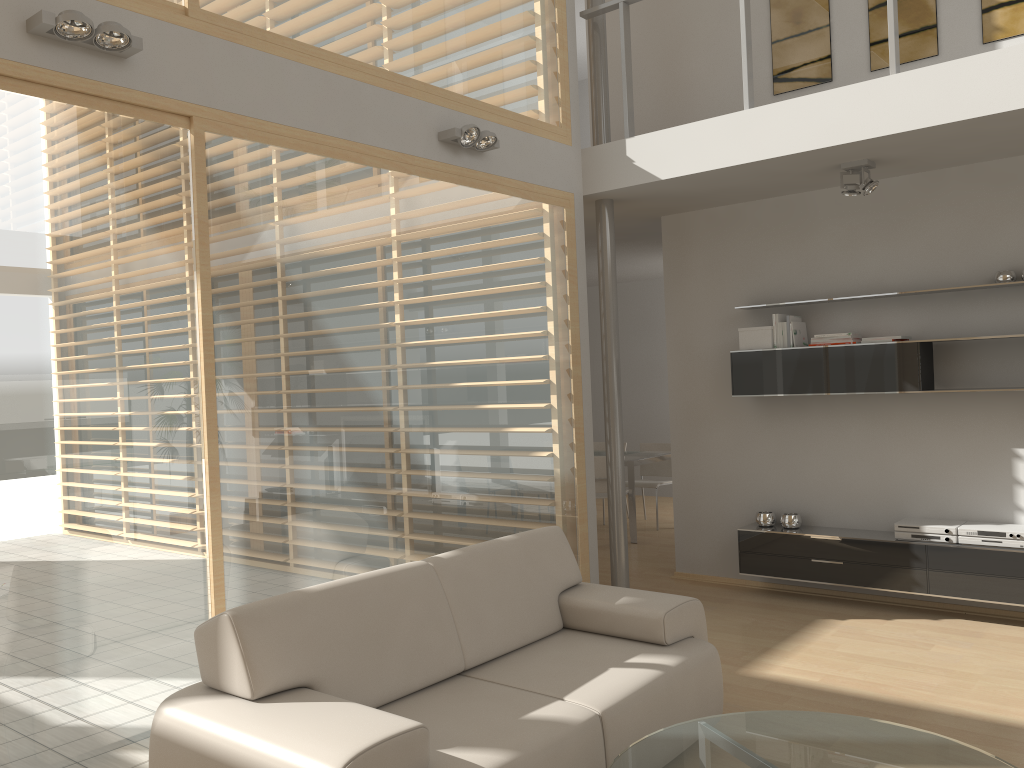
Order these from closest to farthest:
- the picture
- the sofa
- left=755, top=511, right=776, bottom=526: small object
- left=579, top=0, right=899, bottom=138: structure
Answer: the sofa → left=579, top=0, right=899, bottom=138: structure → the picture → left=755, top=511, right=776, bottom=526: small object

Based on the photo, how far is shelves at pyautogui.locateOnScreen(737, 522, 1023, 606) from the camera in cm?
501

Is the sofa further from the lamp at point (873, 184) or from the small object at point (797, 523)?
the lamp at point (873, 184)

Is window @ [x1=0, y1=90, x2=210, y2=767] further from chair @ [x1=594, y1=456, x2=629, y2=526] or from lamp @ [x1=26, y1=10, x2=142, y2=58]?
chair @ [x1=594, y1=456, x2=629, y2=526]

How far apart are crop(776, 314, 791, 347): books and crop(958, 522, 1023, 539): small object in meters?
1.7 m

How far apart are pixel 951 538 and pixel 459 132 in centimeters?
365cm

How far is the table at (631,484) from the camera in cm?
804

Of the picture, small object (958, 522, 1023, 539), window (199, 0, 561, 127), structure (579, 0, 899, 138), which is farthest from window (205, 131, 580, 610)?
small object (958, 522, 1023, 539)

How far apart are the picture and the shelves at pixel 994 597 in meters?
2.9 m

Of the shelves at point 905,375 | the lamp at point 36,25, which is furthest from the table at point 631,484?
the lamp at point 36,25
